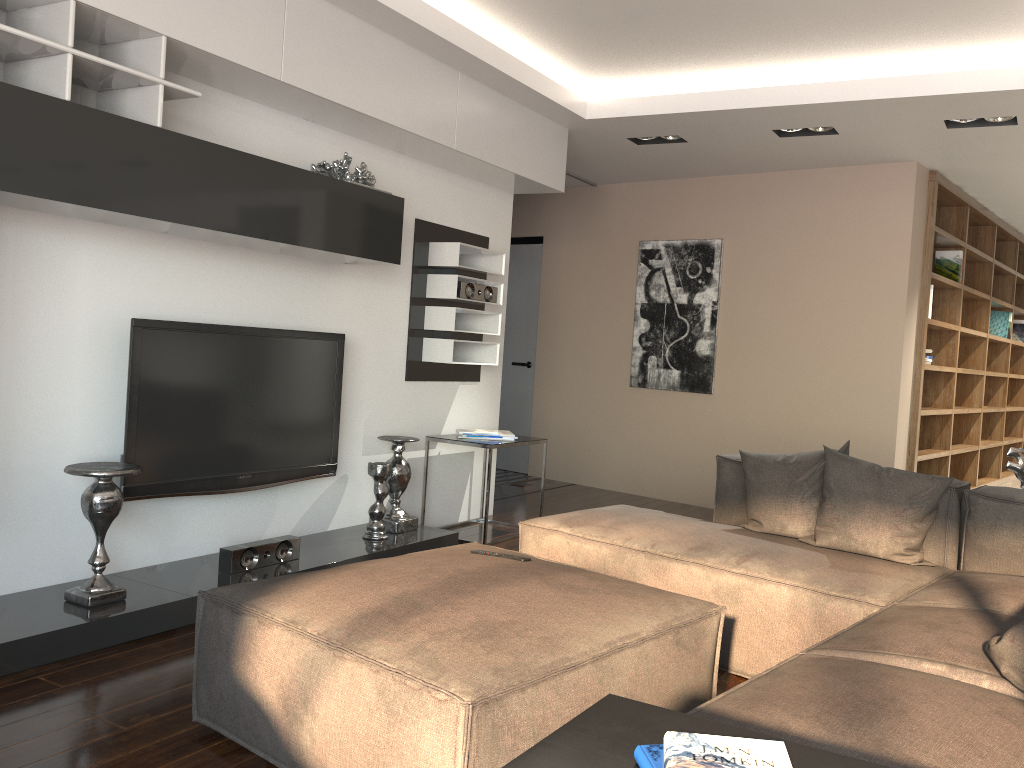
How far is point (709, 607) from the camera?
2.5 meters

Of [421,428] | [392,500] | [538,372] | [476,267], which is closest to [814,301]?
[476,267]

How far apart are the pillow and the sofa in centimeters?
1cm

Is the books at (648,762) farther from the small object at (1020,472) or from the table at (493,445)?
the table at (493,445)

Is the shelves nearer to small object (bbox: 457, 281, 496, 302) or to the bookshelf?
small object (bbox: 457, 281, 496, 302)

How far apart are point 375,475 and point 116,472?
1.46m

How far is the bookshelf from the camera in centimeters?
609cm

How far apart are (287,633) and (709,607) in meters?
1.2 m

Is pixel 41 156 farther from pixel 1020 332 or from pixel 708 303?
pixel 1020 332

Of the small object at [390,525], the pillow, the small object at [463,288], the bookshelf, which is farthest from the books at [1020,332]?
the small object at [390,525]
